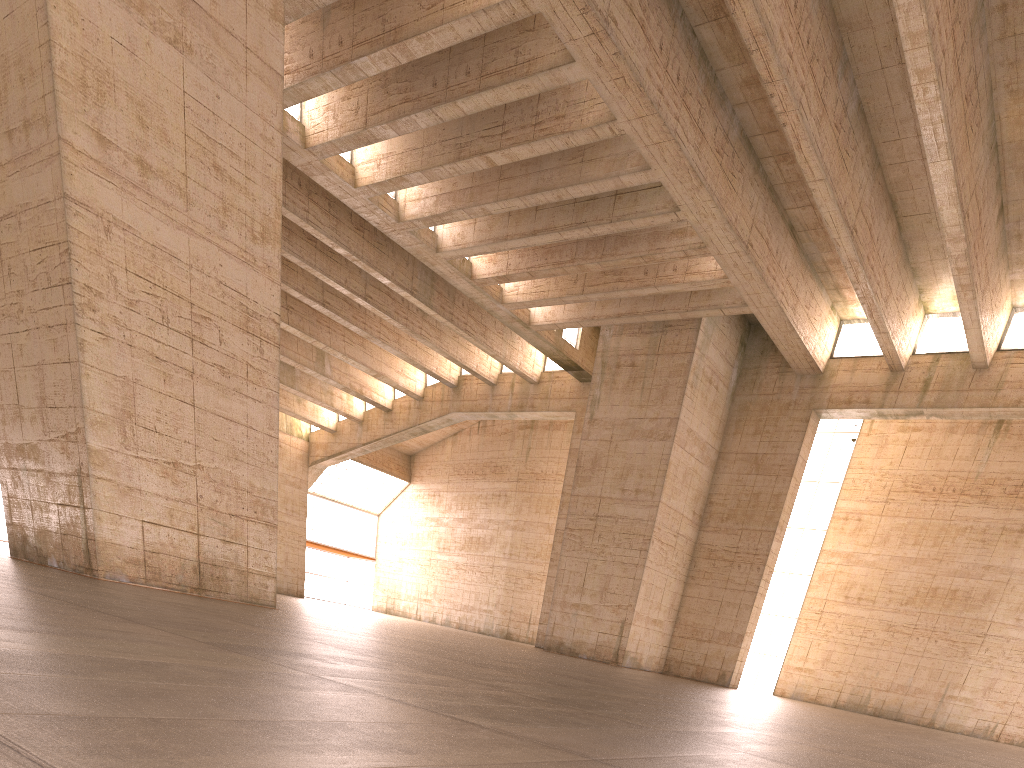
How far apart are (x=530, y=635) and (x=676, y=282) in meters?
19.3 m

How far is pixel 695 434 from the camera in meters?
26.4 m

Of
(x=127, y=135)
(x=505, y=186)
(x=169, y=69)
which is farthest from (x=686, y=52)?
(x=127, y=135)
